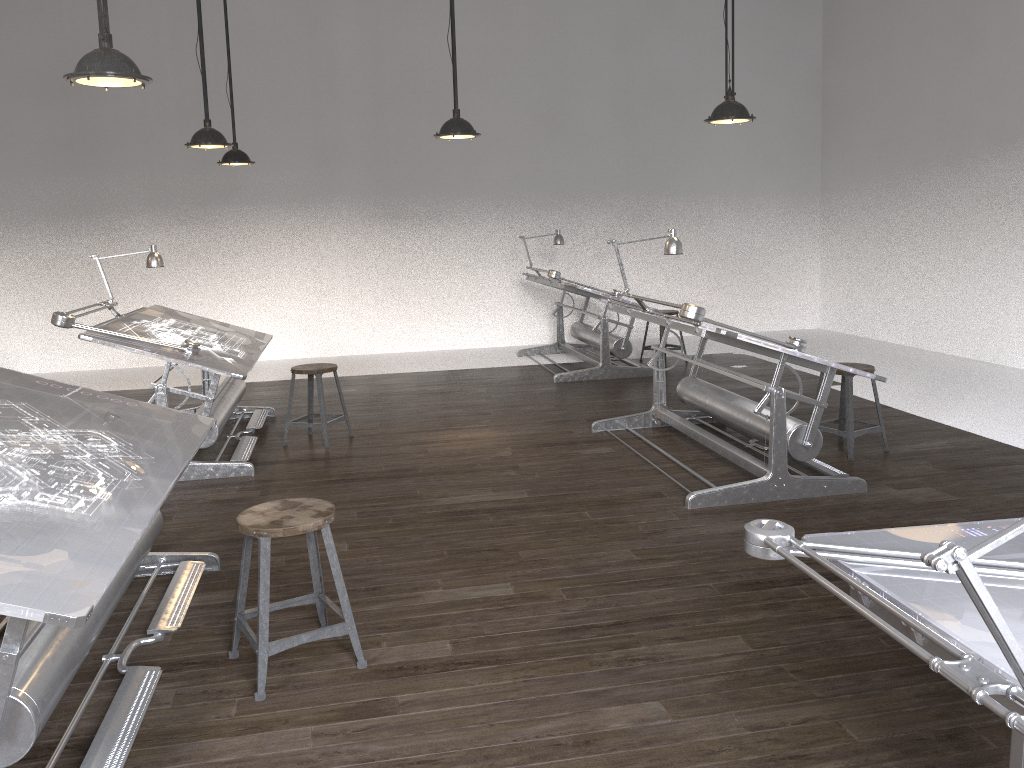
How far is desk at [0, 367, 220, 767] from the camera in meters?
2.1

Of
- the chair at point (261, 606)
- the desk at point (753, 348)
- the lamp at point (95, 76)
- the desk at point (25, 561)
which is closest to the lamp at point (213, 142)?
the lamp at point (95, 76)

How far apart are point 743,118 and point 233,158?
4.18m

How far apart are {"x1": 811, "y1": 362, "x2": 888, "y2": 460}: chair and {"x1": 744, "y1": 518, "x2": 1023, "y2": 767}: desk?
3.5m

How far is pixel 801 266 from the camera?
11.2m

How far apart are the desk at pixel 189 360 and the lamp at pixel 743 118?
3.1 meters

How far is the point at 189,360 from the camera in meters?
5.0 m

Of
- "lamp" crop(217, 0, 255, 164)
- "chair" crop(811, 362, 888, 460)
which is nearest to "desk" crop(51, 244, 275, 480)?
"lamp" crop(217, 0, 255, 164)

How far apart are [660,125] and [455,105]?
5.5m

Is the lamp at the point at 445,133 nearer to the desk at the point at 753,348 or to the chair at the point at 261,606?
the desk at the point at 753,348
